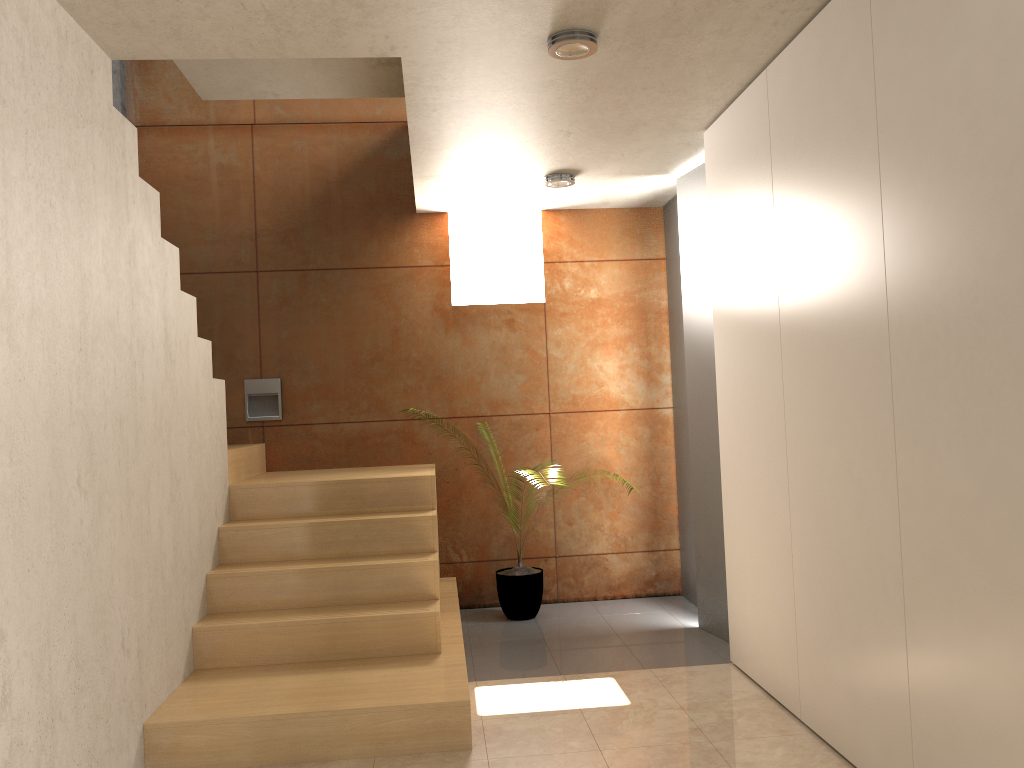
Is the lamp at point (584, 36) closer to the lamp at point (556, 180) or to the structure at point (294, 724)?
the lamp at point (556, 180)

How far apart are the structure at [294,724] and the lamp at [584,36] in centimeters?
227cm

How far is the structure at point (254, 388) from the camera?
5.52m

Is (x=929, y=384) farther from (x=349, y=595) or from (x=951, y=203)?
(x=349, y=595)

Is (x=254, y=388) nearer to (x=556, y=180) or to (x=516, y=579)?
(x=516, y=579)

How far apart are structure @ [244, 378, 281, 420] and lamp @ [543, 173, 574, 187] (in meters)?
2.10

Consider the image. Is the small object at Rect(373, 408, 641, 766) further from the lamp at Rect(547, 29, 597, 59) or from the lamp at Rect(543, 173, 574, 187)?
the lamp at Rect(547, 29, 597, 59)

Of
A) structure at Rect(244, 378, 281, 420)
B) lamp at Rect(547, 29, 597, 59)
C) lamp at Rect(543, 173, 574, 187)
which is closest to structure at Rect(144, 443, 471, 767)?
structure at Rect(244, 378, 281, 420)

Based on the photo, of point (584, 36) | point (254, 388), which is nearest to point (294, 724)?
point (584, 36)

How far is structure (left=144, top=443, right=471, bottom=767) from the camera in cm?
316
